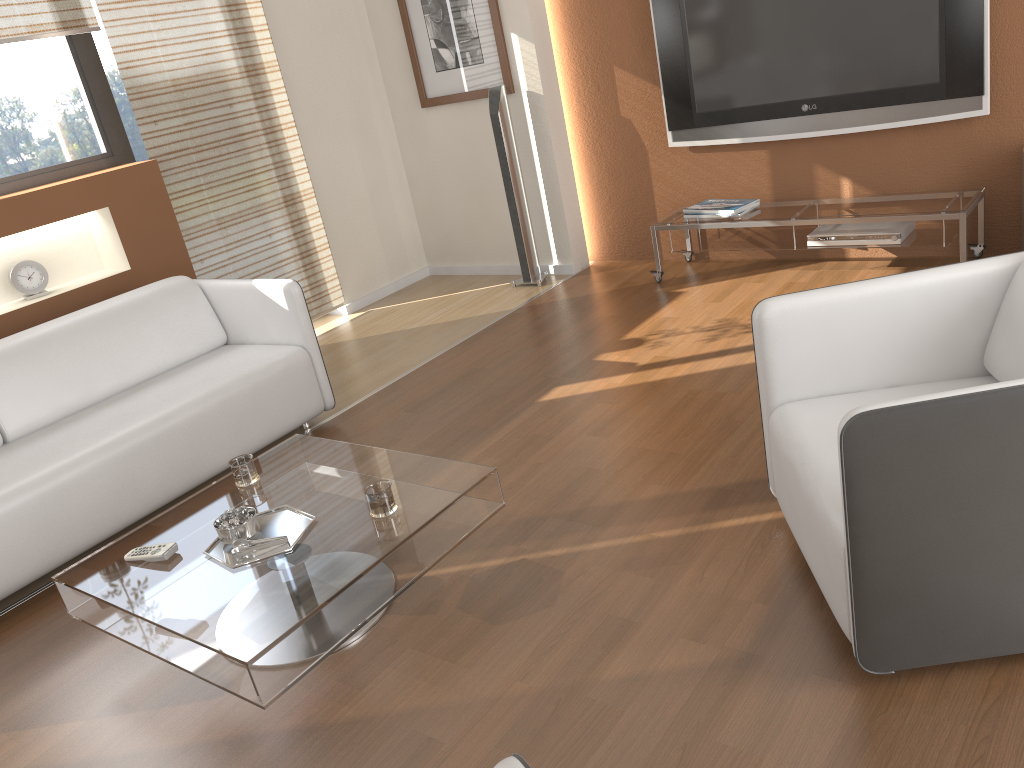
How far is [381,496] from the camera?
2.38m

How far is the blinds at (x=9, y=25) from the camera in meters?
4.0 m

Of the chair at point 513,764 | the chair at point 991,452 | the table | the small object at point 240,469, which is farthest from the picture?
the chair at point 513,764

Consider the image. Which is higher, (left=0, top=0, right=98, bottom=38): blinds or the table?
(left=0, top=0, right=98, bottom=38): blinds

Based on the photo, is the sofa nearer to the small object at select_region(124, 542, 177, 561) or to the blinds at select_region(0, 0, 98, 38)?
the small object at select_region(124, 542, 177, 561)

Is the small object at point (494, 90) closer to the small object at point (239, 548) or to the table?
the table

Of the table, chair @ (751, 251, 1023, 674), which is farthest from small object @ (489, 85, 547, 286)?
chair @ (751, 251, 1023, 674)

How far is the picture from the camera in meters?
5.1

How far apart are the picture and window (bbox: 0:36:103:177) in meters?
1.9 m

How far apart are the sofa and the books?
2.2 meters
